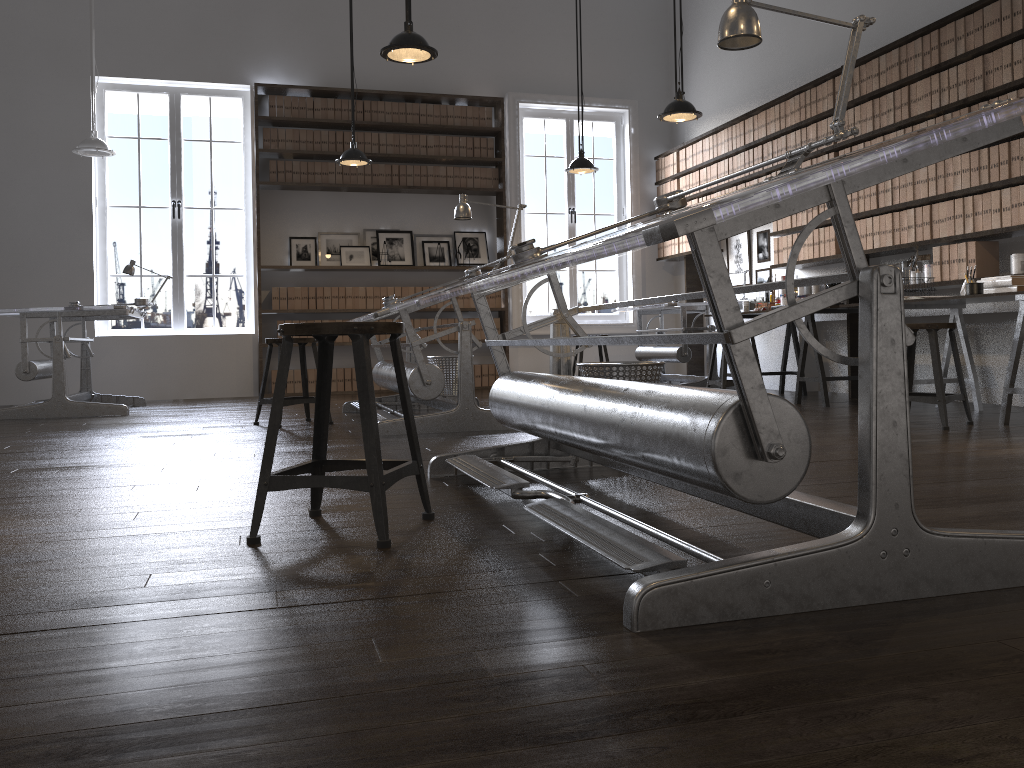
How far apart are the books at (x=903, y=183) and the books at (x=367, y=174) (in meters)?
4.97

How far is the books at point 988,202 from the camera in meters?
5.2

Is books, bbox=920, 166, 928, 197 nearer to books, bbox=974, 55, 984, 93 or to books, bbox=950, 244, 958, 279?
books, bbox=950, 244, 958, 279

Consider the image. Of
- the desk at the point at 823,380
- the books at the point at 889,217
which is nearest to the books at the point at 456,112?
the desk at the point at 823,380

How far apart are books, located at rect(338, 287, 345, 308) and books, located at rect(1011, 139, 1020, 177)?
5.8 meters

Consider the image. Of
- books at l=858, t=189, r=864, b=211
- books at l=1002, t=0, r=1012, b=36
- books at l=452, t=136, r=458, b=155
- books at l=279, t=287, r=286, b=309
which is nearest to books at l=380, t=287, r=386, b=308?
books at l=279, t=287, r=286, b=309

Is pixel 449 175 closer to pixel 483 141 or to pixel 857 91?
pixel 483 141

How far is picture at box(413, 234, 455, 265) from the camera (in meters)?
9.03

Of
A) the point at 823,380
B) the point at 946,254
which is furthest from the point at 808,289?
the point at 946,254

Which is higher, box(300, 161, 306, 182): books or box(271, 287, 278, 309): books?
box(300, 161, 306, 182): books
